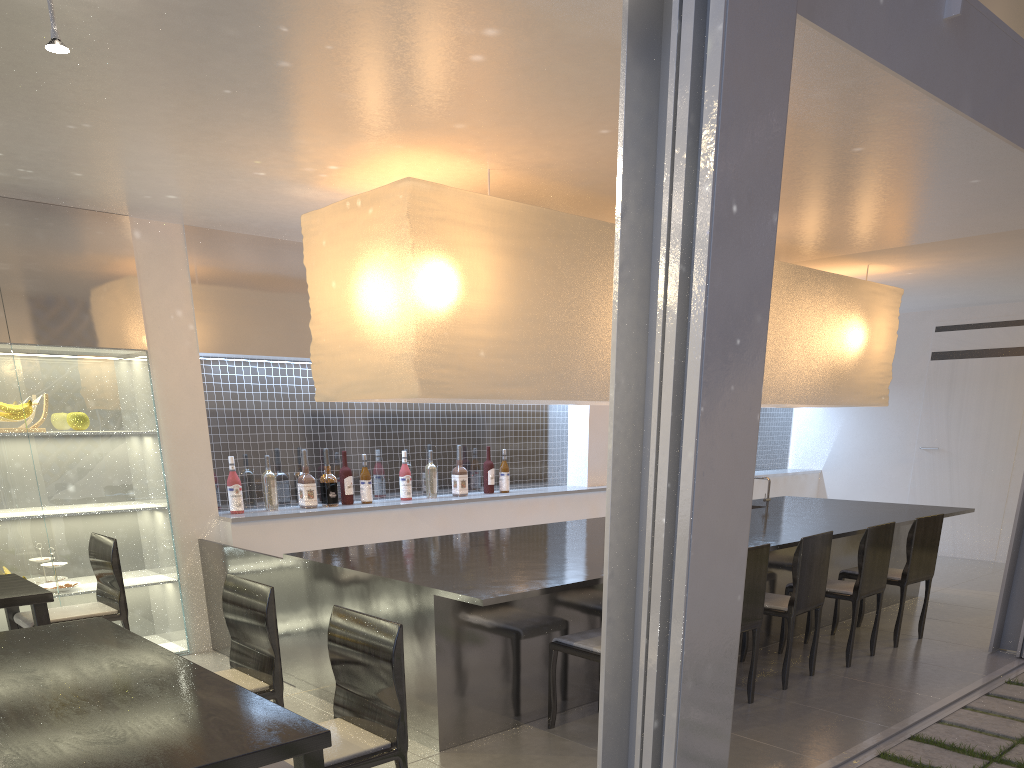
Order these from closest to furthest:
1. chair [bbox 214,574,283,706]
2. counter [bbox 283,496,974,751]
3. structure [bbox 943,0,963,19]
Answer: chair [bbox 214,574,283,706]
structure [bbox 943,0,963,19]
counter [bbox 283,496,974,751]

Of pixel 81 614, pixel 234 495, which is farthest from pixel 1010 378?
pixel 81 614

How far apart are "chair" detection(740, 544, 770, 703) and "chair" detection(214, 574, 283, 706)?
1.09m

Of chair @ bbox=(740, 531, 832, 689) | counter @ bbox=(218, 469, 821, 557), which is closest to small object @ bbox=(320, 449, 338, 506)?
counter @ bbox=(218, 469, 821, 557)

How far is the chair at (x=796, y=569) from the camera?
2.14m

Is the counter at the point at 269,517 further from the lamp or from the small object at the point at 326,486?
the lamp

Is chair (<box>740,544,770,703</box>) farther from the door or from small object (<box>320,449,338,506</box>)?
the door

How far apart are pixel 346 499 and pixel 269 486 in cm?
31

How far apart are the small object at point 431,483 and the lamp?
0.7 meters

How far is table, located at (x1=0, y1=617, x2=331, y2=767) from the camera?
0.9 meters
